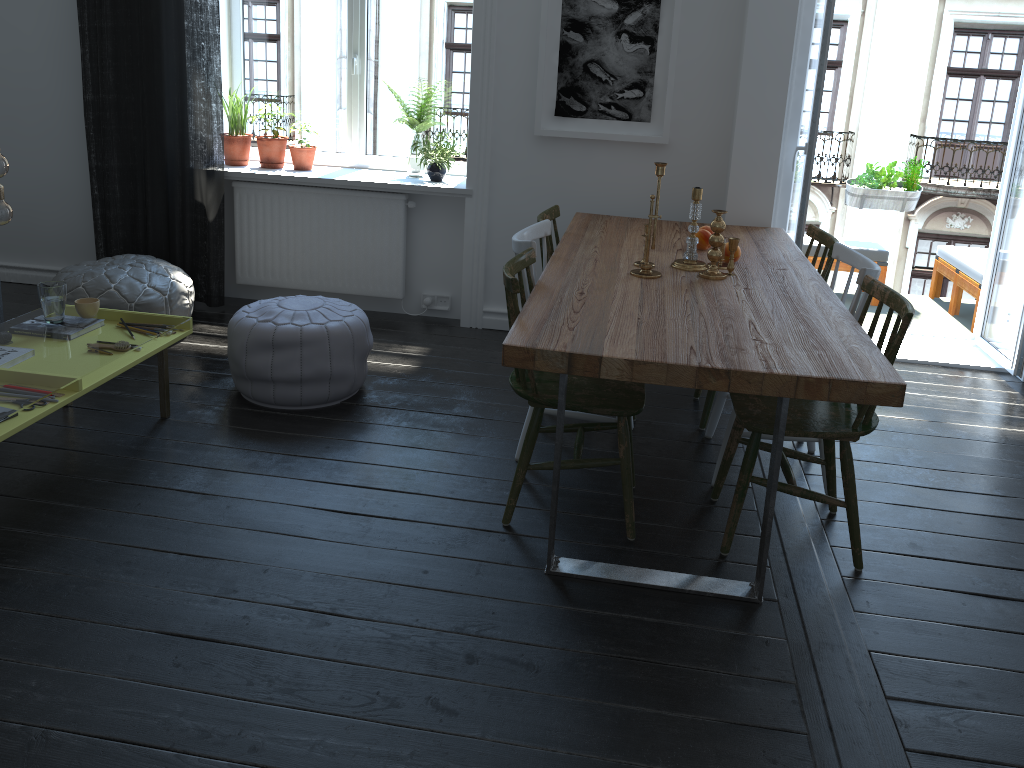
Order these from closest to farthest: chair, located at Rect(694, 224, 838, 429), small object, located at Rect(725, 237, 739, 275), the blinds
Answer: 1. small object, located at Rect(725, 237, 739, 275)
2. chair, located at Rect(694, 224, 838, 429)
3. the blinds

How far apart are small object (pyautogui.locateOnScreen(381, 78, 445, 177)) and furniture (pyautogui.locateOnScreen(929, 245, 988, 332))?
3.3m

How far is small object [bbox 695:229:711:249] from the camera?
3.6m

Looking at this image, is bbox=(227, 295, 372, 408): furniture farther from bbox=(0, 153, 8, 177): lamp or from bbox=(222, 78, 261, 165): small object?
bbox=(222, 78, 261, 165): small object

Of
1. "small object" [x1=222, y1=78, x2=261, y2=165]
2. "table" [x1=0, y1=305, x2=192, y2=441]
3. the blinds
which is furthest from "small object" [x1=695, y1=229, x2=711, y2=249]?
"small object" [x1=222, y1=78, x2=261, y2=165]

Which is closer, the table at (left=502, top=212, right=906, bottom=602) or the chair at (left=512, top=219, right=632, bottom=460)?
the table at (left=502, top=212, right=906, bottom=602)

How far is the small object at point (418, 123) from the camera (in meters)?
4.80

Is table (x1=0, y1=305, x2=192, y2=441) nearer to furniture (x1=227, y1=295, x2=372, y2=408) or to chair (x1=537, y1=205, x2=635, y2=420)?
furniture (x1=227, y1=295, x2=372, y2=408)

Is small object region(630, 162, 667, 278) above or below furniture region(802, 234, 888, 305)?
above

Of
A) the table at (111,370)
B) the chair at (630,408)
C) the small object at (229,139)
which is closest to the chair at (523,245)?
the chair at (630,408)
